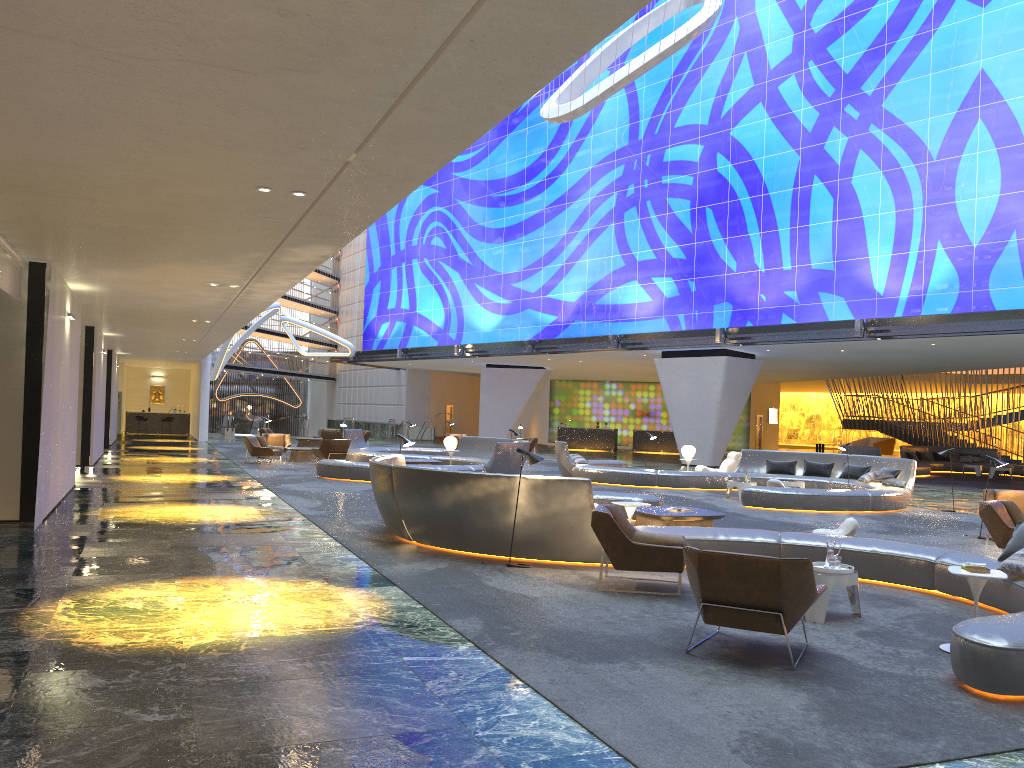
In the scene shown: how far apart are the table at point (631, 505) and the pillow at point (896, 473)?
10.98m

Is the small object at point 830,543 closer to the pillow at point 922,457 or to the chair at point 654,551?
the chair at point 654,551

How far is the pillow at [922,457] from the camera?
34.5m

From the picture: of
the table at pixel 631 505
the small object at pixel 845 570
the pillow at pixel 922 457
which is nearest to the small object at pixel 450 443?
the table at pixel 631 505

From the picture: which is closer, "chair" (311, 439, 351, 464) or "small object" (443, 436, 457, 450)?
"small object" (443, 436, 457, 450)

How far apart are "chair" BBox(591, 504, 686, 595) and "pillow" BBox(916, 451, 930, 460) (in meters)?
29.18

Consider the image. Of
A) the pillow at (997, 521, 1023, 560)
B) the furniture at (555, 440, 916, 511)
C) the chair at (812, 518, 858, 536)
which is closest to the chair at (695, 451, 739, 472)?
the furniture at (555, 440, 916, 511)

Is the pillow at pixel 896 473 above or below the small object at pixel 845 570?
above

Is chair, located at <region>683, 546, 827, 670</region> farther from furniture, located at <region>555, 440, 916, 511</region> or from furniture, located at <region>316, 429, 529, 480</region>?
furniture, located at <region>316, 429, 529, 480</region>

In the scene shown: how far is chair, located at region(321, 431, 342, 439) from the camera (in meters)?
33.31
